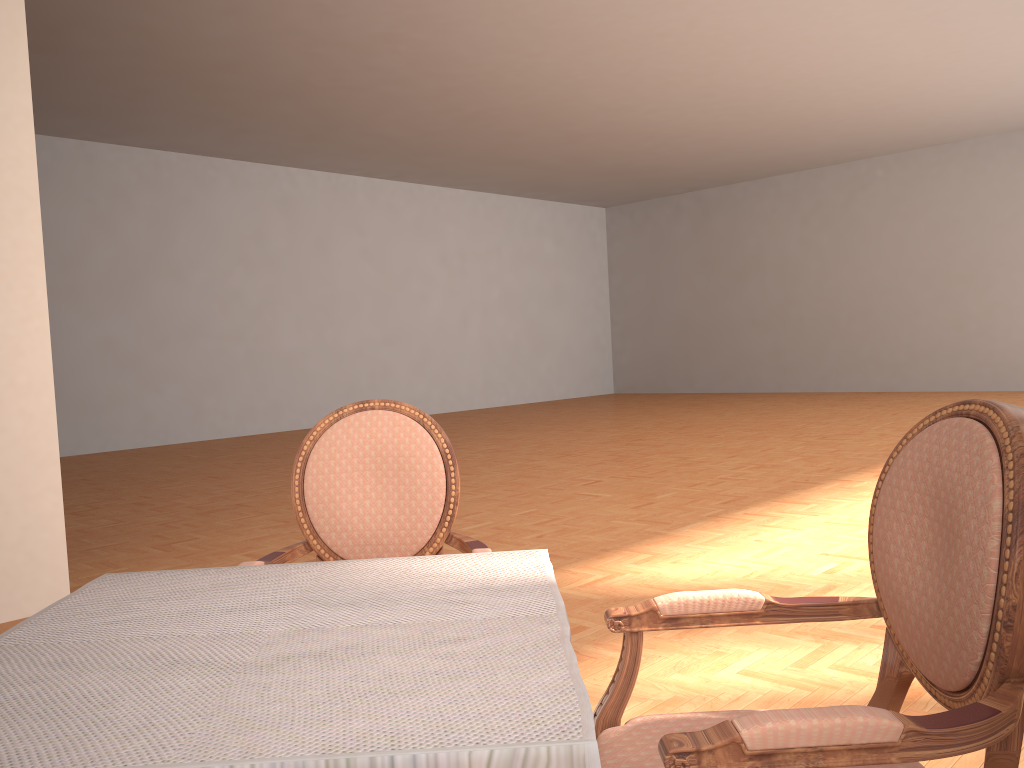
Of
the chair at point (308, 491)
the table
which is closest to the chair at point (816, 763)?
the table

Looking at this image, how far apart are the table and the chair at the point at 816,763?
0.1 meters

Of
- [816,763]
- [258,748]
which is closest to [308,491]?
[258,748]

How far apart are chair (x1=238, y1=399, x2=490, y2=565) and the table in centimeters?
30cm

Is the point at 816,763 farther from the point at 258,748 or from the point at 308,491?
the point at 308,491

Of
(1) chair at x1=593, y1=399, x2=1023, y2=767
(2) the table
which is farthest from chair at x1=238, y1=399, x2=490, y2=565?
(1) chair at x1=593, y1=399, x2=1023, y2=767

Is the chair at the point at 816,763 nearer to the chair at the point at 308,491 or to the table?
the table

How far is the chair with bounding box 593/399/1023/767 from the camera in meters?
0.9

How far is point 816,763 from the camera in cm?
93

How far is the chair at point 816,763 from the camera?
0.9 meters
